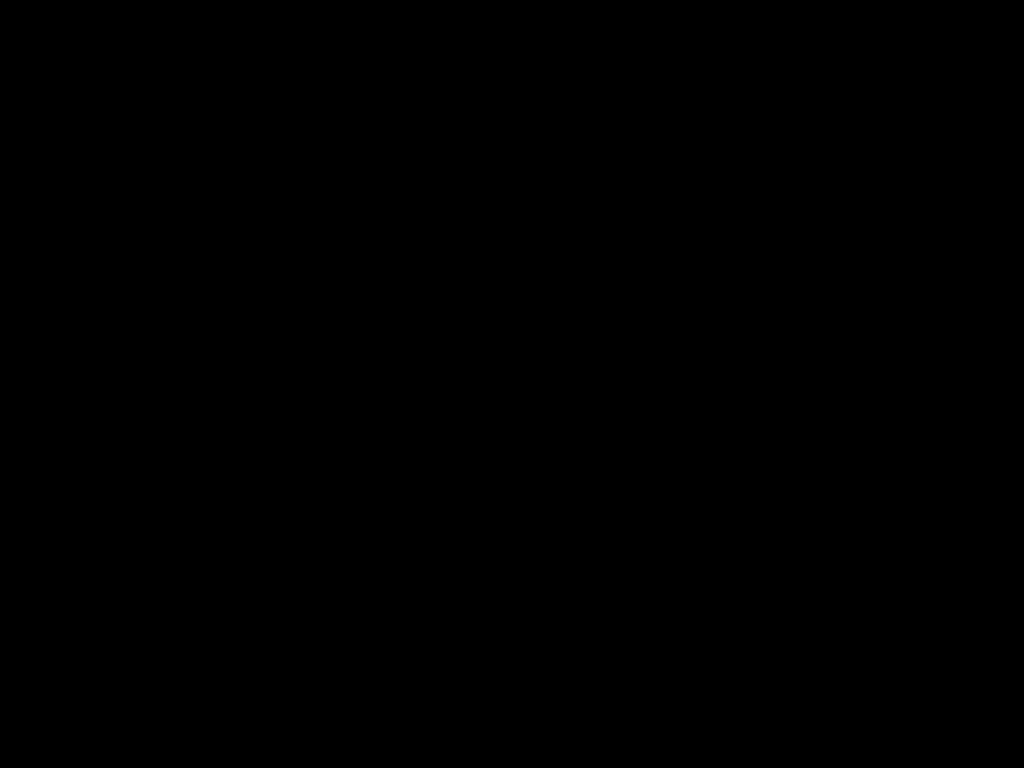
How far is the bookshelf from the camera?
1.84m

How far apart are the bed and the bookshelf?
0.0 meters

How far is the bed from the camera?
0.48m

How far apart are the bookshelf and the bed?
0.0 meters

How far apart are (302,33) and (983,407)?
1.76m

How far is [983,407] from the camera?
1.8 meters

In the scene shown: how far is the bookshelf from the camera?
1.84m

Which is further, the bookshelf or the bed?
the bookshelf
